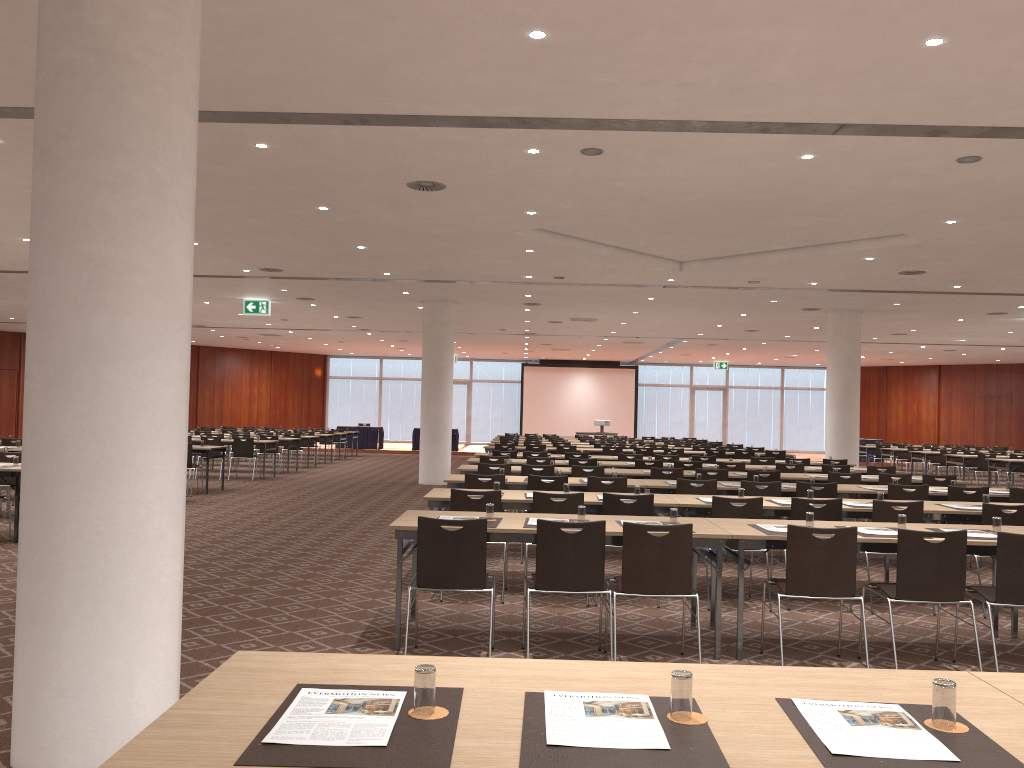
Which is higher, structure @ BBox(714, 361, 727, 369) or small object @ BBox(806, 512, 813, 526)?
structure @ BBox(714, 361, 727, 369)

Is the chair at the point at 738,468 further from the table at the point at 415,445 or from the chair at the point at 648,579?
the table at the point at 415,445

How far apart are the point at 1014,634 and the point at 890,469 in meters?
7.1 m

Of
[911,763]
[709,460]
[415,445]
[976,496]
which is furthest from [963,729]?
[415,445]

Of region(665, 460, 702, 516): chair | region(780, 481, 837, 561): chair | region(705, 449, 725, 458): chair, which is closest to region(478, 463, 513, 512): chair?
region(665, 460, 702, 516): chair

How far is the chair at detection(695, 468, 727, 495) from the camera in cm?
1154

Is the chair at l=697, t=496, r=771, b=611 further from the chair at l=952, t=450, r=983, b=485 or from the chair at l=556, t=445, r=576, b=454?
the chair at l=952, t=450, r=983, b=485

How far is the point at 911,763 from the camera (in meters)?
1.98

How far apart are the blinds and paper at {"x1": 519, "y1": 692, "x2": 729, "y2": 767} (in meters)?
37.13

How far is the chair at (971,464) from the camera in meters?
22.9 m
